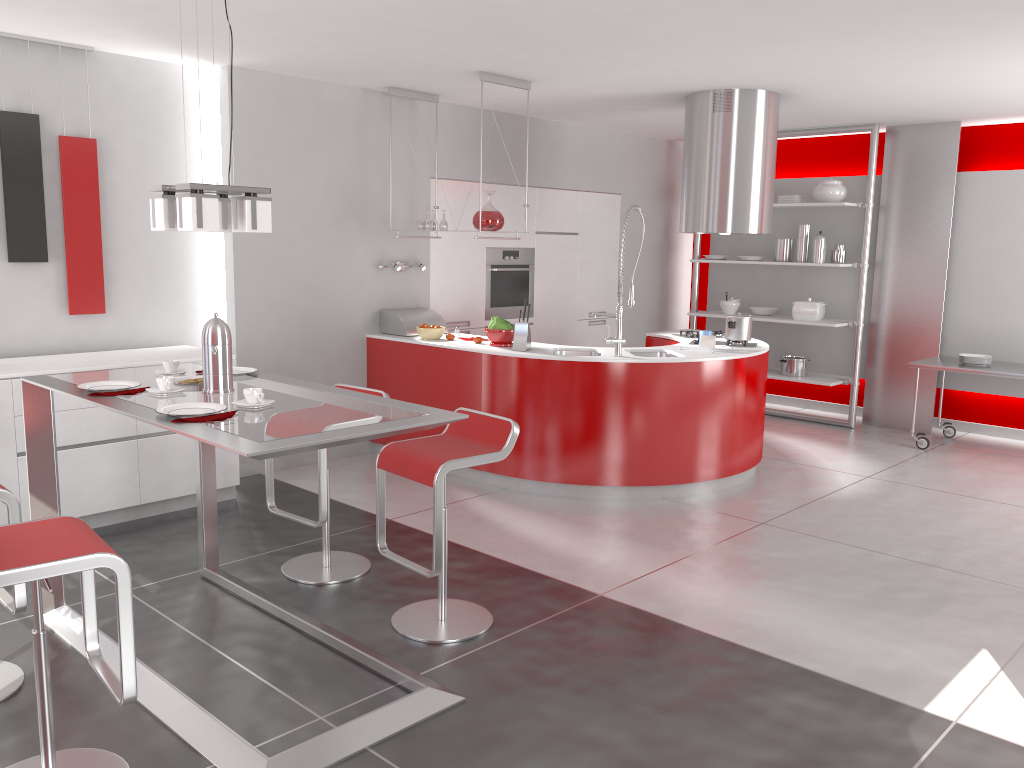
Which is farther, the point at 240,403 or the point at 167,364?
the point at 167,364

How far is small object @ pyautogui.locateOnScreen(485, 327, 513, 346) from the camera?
5.77m

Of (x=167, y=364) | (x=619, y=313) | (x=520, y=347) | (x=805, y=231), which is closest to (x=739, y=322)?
(x=619, y=313)

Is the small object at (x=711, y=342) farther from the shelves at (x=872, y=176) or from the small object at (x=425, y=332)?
the shelves at (x=872, y=176)

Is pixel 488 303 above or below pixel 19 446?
above

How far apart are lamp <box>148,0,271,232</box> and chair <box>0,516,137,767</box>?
1.0m

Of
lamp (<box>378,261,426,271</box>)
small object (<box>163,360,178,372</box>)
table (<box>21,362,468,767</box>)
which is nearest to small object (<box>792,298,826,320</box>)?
lamp (<box>378,261,426,271</box>)

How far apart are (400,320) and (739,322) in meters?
2.4

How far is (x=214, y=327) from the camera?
3.2 meters

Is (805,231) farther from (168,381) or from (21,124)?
(168,381)
